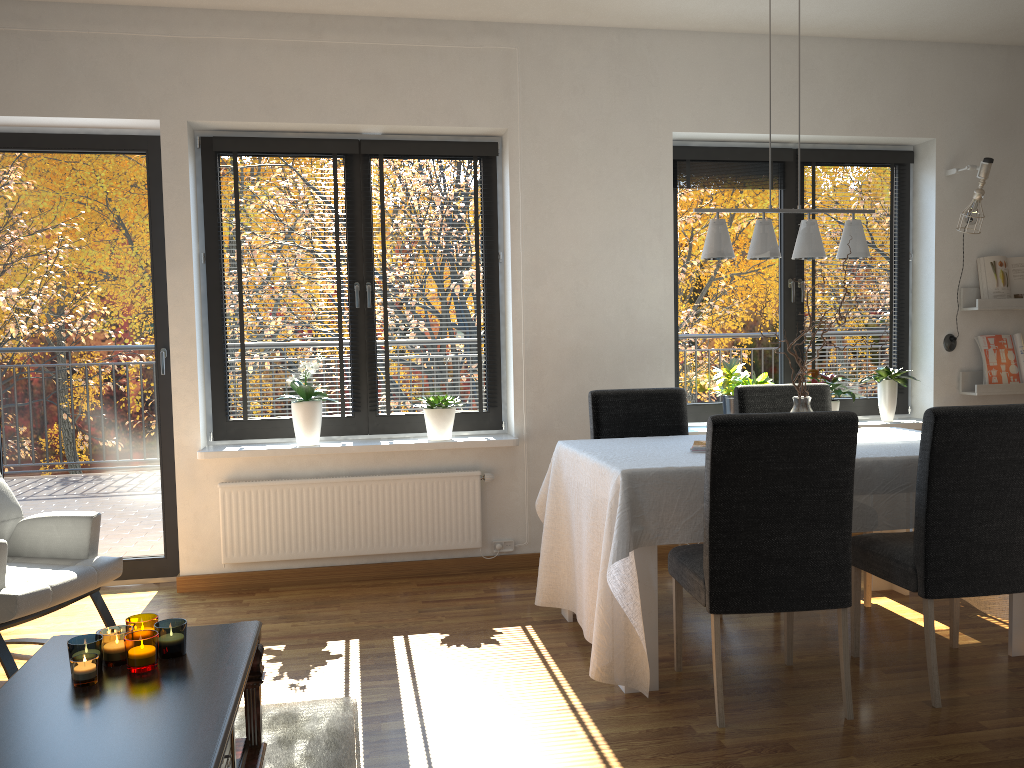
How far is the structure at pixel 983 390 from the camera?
4.9m

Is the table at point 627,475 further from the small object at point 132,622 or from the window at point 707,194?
the small object at point 132,622

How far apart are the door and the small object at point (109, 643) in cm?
238

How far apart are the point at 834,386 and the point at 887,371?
0.39m

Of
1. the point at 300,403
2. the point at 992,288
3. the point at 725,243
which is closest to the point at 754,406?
the point at 725,243

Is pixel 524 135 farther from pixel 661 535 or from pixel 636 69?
pixel 661 535

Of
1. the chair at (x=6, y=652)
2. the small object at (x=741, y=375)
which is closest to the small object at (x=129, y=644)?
the chair at (x=6, y=652)

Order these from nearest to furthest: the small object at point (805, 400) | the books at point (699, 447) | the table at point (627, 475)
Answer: the table at point (627, 475) < the books at point (699, 447) < the small object at point (805, 400)

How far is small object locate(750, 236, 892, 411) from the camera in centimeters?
351cm

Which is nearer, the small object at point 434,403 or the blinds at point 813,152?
the small object at point 434,403
